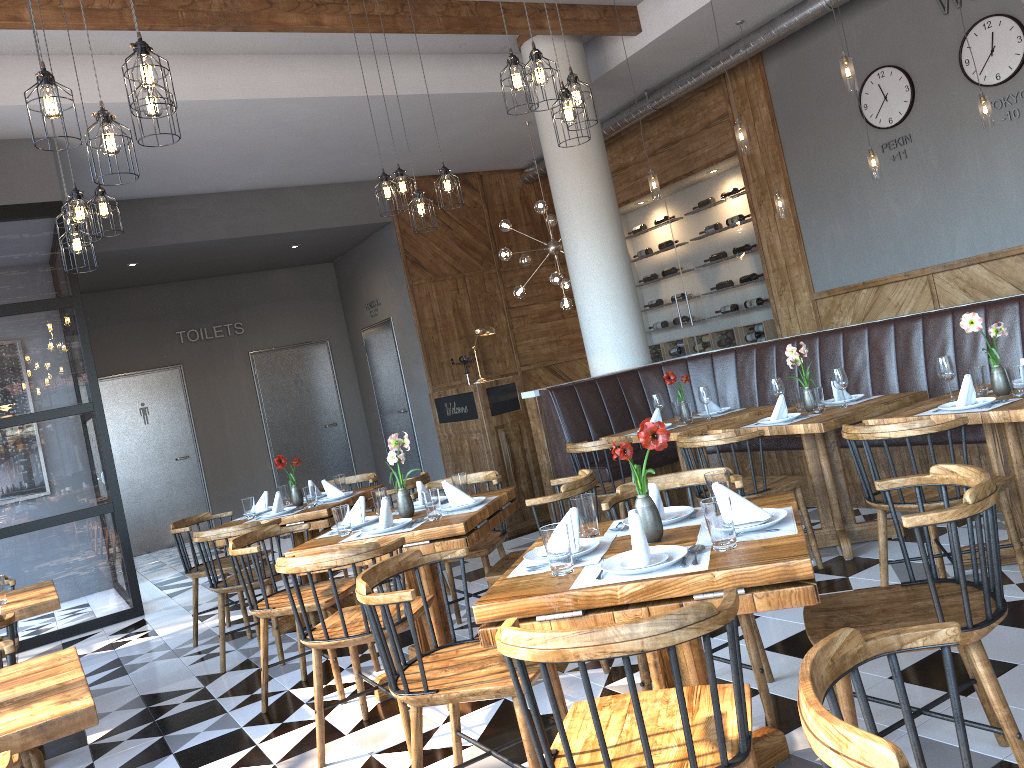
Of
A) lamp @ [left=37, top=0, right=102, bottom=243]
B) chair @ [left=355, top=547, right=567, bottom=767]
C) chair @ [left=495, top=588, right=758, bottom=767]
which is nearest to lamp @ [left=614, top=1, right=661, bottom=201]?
lamp @ [left=37, top=0, right=102, bottom=243]

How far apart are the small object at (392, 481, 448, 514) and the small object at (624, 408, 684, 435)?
1.86m

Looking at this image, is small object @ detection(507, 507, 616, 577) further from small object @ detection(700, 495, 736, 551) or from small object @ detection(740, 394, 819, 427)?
small object @ detection(740, 394, 819, 427)

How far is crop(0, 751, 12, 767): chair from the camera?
1.8 meters

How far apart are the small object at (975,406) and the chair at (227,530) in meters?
3.5

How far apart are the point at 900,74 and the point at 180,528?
7.0 meters

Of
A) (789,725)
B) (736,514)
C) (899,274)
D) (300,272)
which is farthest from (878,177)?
(300,272)

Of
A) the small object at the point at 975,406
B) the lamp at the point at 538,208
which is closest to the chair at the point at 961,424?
the small object at the point at 975,406

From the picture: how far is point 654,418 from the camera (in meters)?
5.82

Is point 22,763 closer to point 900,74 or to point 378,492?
point 378,492
